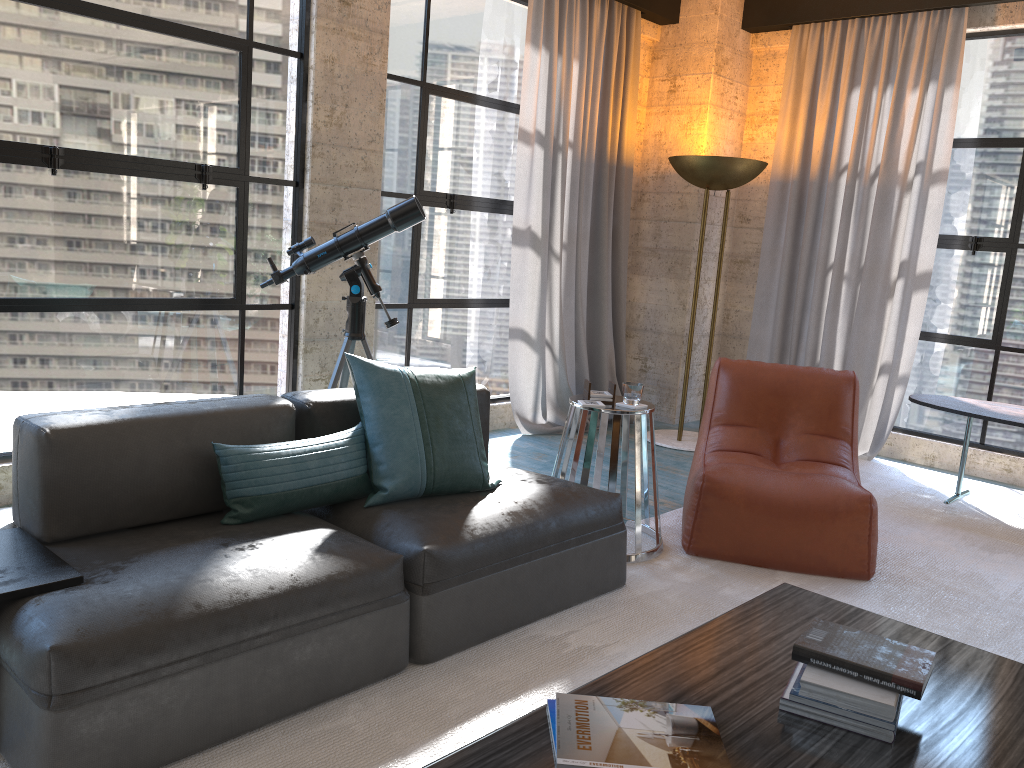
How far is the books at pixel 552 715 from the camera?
1.8m

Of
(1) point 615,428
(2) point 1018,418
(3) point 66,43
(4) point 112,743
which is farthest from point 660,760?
(2) point 1018,418

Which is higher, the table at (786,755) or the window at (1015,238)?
the window at (1015,238)

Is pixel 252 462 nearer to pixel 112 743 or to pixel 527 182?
pixel 112 743

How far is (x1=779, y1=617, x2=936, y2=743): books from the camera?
1.8m

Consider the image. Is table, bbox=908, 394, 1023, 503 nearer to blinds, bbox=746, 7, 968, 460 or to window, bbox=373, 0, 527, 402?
blinds, bbox=746, 7, 968, 460

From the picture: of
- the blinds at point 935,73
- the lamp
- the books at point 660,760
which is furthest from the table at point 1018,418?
the books at point 660,760

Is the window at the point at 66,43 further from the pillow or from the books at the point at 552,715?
the books at the point at 552,715

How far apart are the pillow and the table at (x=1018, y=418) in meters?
2.9

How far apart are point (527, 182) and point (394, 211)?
1.7 meters
